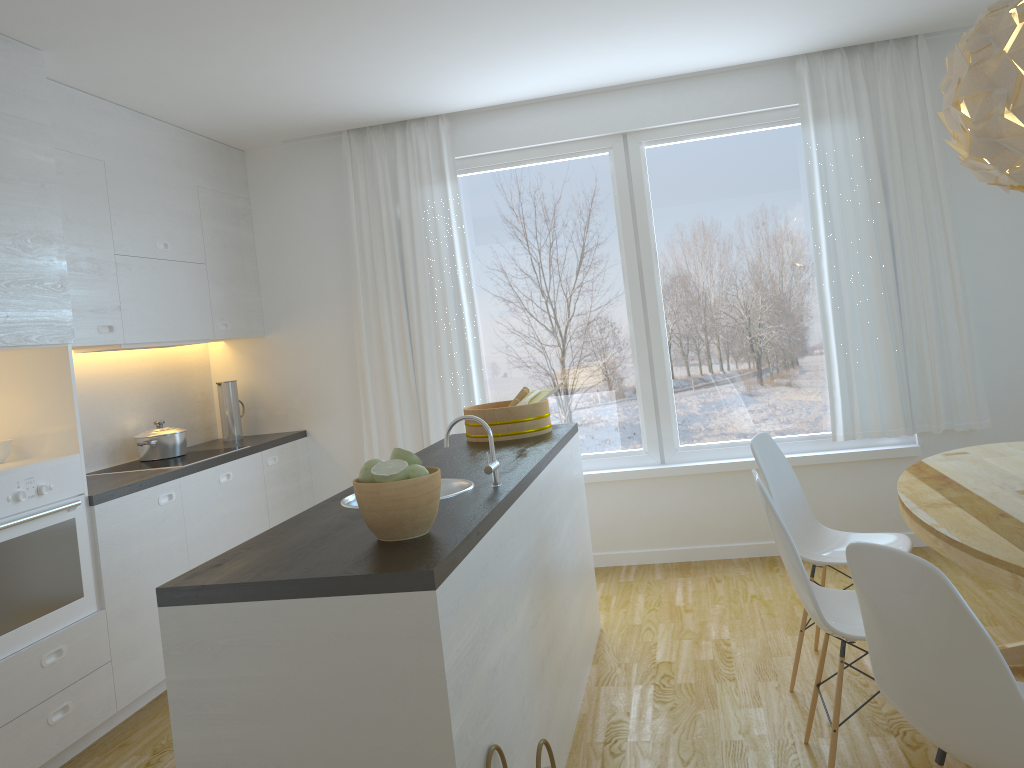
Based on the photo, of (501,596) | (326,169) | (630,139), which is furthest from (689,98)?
(501,596)

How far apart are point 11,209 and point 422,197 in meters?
2.4 m

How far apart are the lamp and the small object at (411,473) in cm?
176

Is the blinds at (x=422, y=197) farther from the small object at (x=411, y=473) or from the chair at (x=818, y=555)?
the small object at (x=411, y=473)

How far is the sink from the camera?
2.7m

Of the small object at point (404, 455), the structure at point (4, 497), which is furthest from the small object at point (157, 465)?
the small object at point (404, 455)

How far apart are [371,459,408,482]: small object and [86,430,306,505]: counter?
2.0m

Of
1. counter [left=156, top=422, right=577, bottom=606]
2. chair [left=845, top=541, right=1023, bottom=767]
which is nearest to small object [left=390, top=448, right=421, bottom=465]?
counter [left=156, top=422, right=577, bottom=606]

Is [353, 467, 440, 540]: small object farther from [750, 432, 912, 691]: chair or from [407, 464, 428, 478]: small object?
[750, 432, 912, 691]: chair

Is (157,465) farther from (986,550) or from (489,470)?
(986,550)
